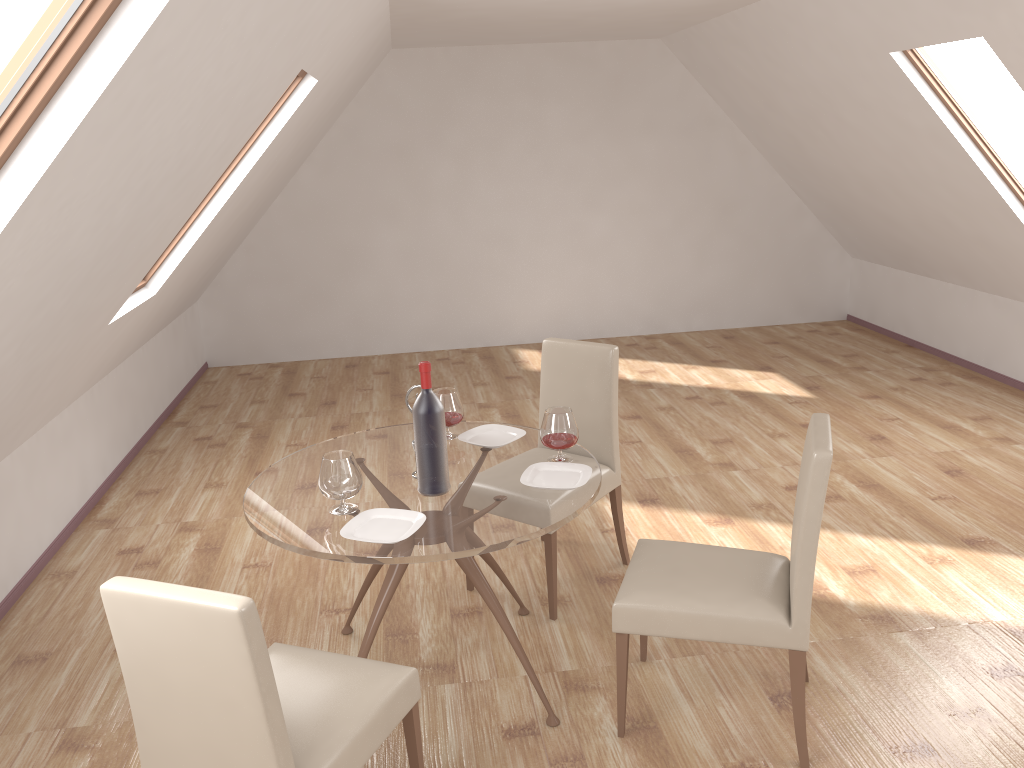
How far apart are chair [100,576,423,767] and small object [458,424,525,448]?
1.0m

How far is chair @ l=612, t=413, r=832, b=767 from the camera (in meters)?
2.53

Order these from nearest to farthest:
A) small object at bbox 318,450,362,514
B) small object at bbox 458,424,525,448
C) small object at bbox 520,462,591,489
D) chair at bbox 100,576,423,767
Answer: chair at bbox 100,576,423,767
small object at bbox 318,450,362,514
small object at bbox 520,462,591,489
small object at bbox 458,424,525,448

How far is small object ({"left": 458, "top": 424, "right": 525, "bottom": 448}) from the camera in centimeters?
331cm

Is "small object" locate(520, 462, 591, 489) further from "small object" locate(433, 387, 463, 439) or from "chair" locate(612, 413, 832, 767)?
"small object" locate(433, 387, 463, 439)

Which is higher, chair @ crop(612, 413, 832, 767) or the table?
the table

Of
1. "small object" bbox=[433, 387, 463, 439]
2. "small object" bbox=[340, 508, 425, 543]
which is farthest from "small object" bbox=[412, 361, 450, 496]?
"small object" bbox=[433, 387, 463, 439]

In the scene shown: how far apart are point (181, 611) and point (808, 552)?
1.7m

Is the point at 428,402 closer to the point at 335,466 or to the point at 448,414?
the point at 335,466

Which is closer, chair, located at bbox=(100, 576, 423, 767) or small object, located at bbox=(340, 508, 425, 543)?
chair, located at bbox=(100, 576, 423, 767)
